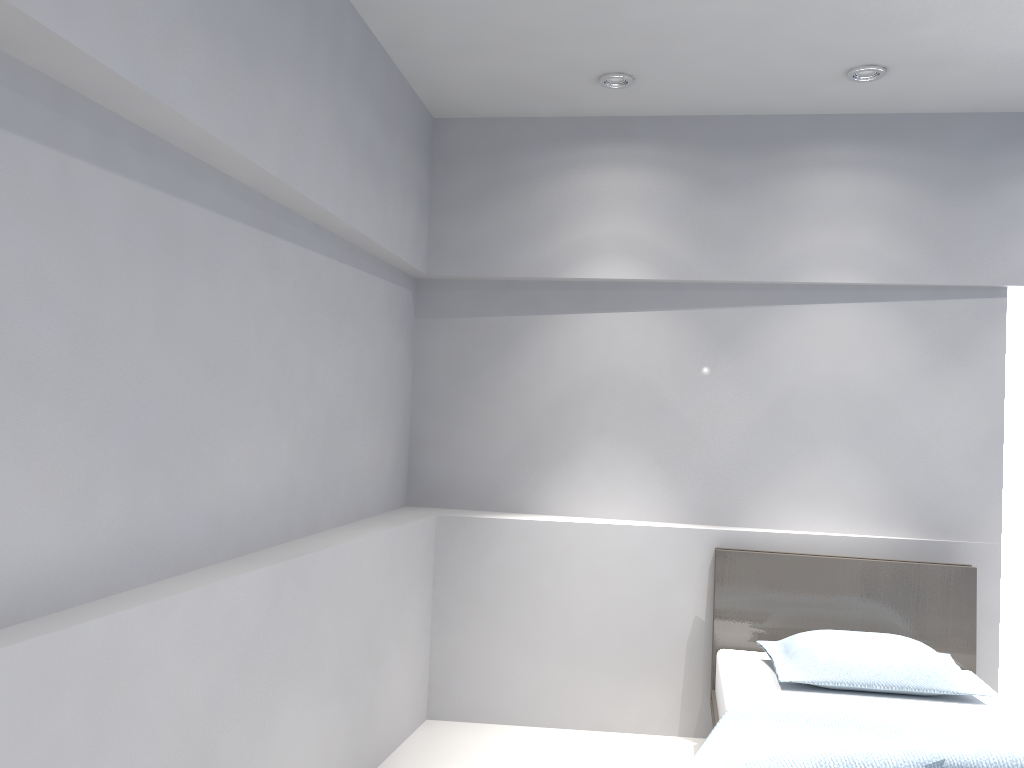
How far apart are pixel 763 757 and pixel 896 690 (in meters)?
1.14

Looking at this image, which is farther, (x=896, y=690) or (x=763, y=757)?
(x=896, y=690)

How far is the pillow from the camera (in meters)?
3.10

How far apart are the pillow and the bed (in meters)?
0.02

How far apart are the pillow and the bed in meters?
0.0 m

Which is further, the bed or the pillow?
the pillow

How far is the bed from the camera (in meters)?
2.23

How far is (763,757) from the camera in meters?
2.2 m
